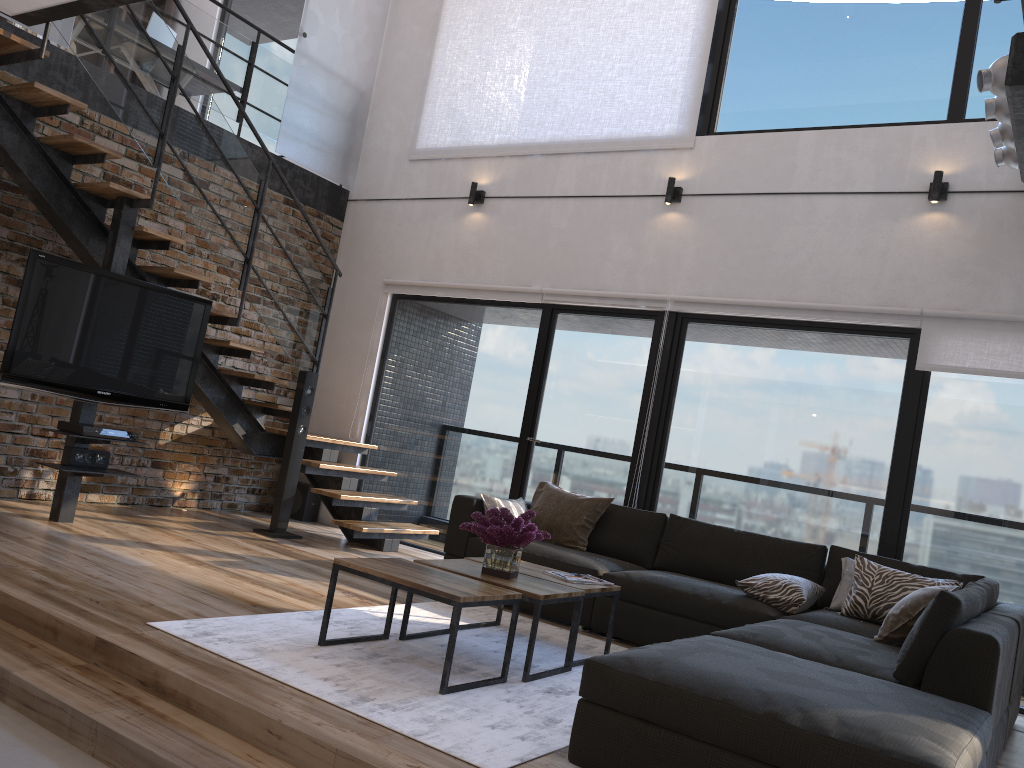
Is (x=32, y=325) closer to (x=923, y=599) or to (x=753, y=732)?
(x=753, y=732)

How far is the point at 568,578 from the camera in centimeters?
409cm

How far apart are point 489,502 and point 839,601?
2.0 meters

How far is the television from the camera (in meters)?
4.89

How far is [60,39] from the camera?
5.7m

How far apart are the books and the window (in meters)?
1.86

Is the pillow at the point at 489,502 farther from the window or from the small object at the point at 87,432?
the small object at the point at 87,432

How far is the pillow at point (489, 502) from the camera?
5.3m

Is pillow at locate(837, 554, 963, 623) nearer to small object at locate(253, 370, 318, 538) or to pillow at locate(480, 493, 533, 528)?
pillow at locate(480, 493, 533, 528)

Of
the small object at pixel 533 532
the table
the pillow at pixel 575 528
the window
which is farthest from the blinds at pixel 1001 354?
the small object at pixel 533 532
